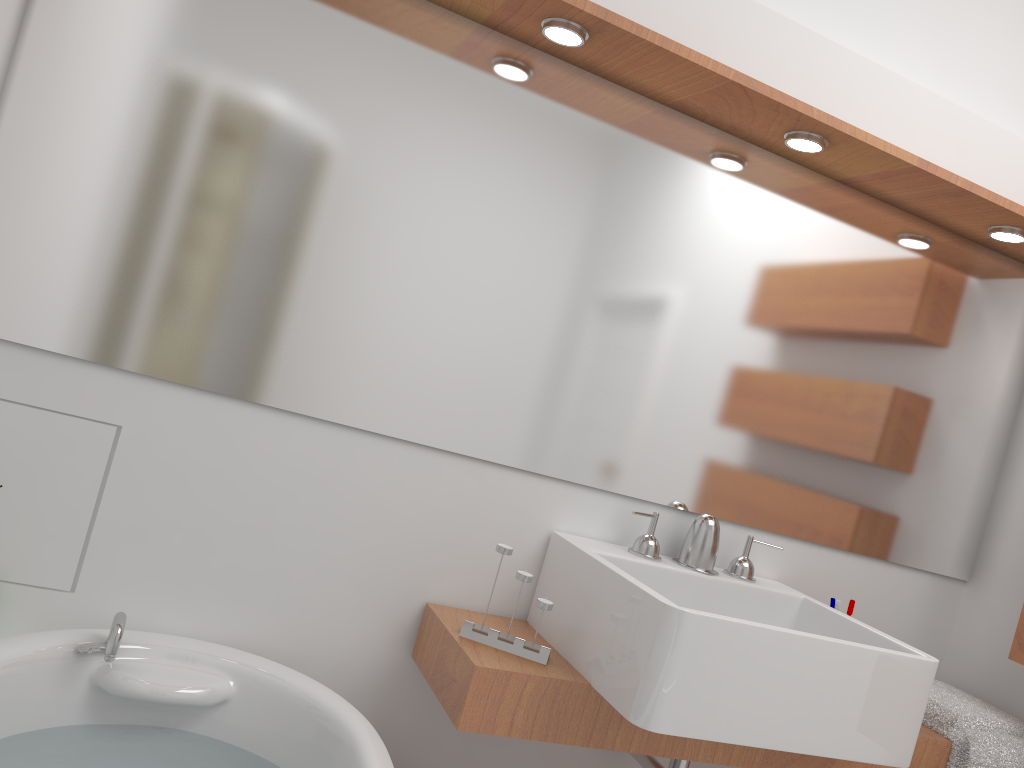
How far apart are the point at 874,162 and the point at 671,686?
1.3m

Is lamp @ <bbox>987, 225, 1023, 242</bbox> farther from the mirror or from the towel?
the towel

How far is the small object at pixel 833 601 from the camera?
2.16m

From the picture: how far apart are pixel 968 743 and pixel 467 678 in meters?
1.2

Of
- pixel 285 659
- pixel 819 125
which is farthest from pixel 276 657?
pixel 819 125

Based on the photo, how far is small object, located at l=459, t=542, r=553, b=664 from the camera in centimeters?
175cm

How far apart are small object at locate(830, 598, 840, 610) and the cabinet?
0.33m

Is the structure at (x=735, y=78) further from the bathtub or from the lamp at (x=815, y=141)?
the bathtub

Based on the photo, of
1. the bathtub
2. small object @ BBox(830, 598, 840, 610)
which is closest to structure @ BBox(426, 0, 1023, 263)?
small object @ BBox(830, 598, 840, 610)

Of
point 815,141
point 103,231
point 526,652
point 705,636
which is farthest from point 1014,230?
point 103,231
